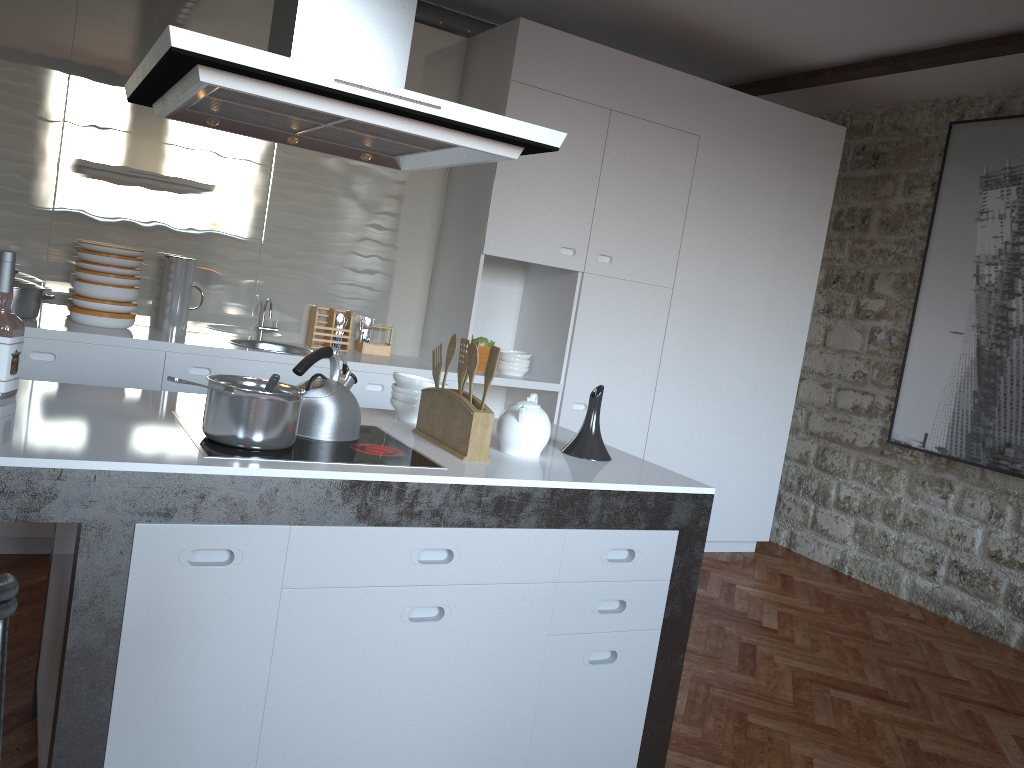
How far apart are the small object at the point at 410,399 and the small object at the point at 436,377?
0.1 meters

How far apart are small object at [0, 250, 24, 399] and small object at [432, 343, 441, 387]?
1.08m

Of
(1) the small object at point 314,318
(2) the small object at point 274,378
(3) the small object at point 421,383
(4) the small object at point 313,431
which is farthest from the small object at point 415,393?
(1) the small object at point 314,318

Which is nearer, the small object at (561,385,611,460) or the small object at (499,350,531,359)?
the small object at (561,385,611,460)

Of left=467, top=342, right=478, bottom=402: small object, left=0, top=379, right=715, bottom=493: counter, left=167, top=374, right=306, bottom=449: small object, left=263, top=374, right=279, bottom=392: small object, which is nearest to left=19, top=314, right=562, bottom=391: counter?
left=0, top=379, right=715, bottom=493: counter

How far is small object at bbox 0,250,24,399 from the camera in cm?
212

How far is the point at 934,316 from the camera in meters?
4.9 m

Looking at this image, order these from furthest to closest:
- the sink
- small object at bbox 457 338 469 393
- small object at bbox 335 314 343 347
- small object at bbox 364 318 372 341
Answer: small object at bbox 364 318 372 341
small object at bbox 335 314 343 347
the sink
small object at bbox 457 338 469 393

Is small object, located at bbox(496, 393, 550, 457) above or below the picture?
below

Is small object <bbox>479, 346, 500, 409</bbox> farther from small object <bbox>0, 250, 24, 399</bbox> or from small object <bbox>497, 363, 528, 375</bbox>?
small object <bbox>497, 363, 528, 375</bbox>
